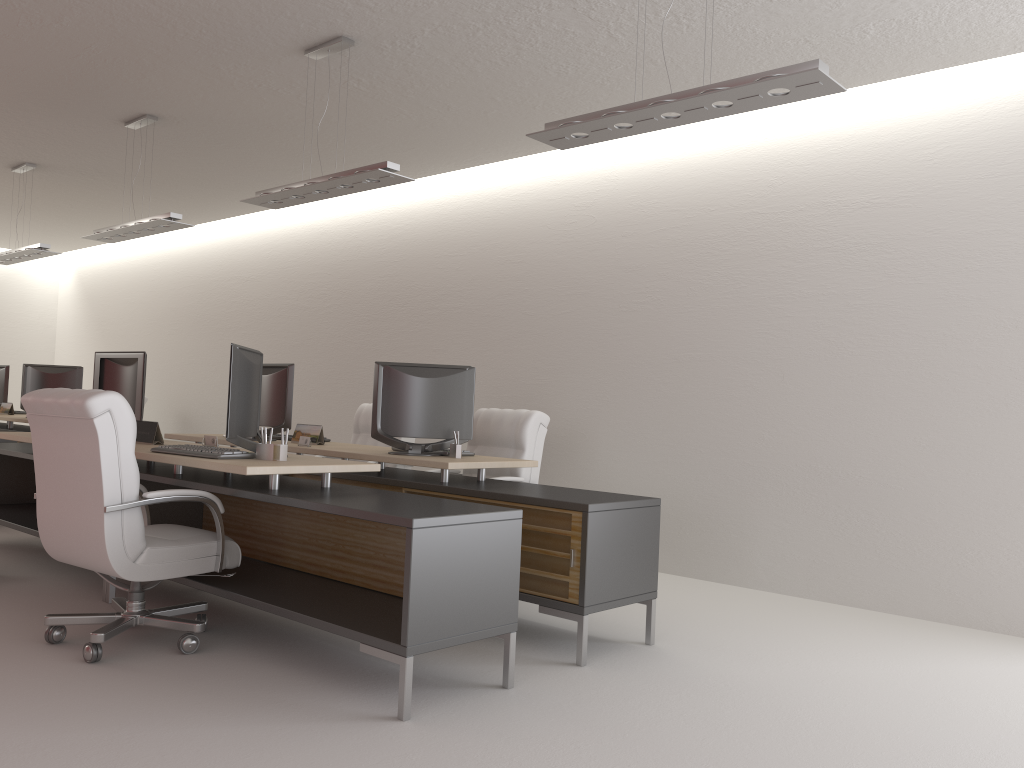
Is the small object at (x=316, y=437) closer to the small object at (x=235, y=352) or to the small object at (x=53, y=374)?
the small object at (x=235, y=352)

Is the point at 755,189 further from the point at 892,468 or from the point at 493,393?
the point at 493,393

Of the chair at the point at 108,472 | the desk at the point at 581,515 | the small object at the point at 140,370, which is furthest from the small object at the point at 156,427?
the desk at the point at 581,515

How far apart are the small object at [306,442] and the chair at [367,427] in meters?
2.3

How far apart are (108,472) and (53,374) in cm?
870

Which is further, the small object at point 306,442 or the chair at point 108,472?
the small object at point 306,442

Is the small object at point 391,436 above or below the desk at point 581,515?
above

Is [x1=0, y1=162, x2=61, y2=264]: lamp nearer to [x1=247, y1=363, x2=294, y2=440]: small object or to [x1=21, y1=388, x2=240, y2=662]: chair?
[x1=247, y1=363, x2=294, y2=440]: small object

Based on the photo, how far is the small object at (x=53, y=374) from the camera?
12.78m

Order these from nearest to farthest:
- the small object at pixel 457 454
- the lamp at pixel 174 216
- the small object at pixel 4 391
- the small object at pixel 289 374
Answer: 1. the small object at pixel 457 454
2. the small object at pixel 289 374
3. the lamp at pixel 174 216
4. the small object at pixel 4 391
